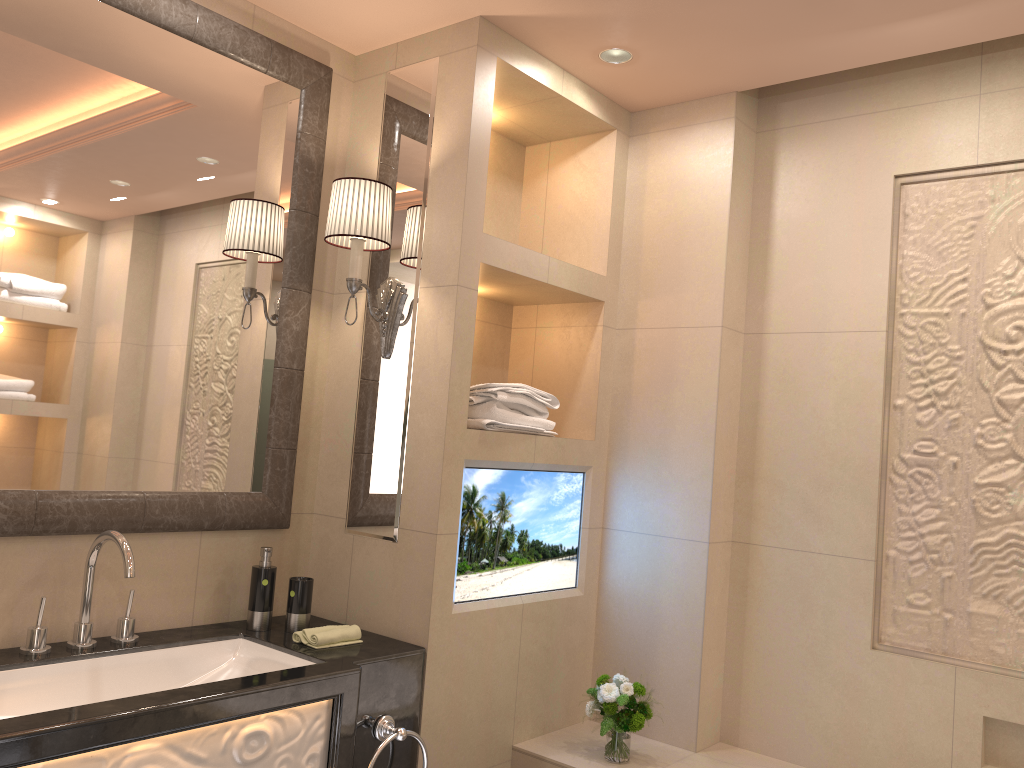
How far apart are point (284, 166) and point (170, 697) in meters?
1.4

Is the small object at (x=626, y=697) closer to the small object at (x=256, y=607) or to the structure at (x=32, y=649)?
the small object at (x=256, y=607)

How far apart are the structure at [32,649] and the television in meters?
0.8 m

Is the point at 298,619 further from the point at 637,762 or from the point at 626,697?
the point at 637,762

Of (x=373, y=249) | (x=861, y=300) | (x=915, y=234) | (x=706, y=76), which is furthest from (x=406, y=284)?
(x=915, y=234)

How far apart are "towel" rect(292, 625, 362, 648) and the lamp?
0.72m

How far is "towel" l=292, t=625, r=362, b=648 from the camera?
2.13m

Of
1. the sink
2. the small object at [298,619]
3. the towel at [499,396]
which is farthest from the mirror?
the towel at [499,396]

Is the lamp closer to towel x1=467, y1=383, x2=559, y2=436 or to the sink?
towel x1=467, y1=383, x2=559, y2=436

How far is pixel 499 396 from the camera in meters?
2.4
